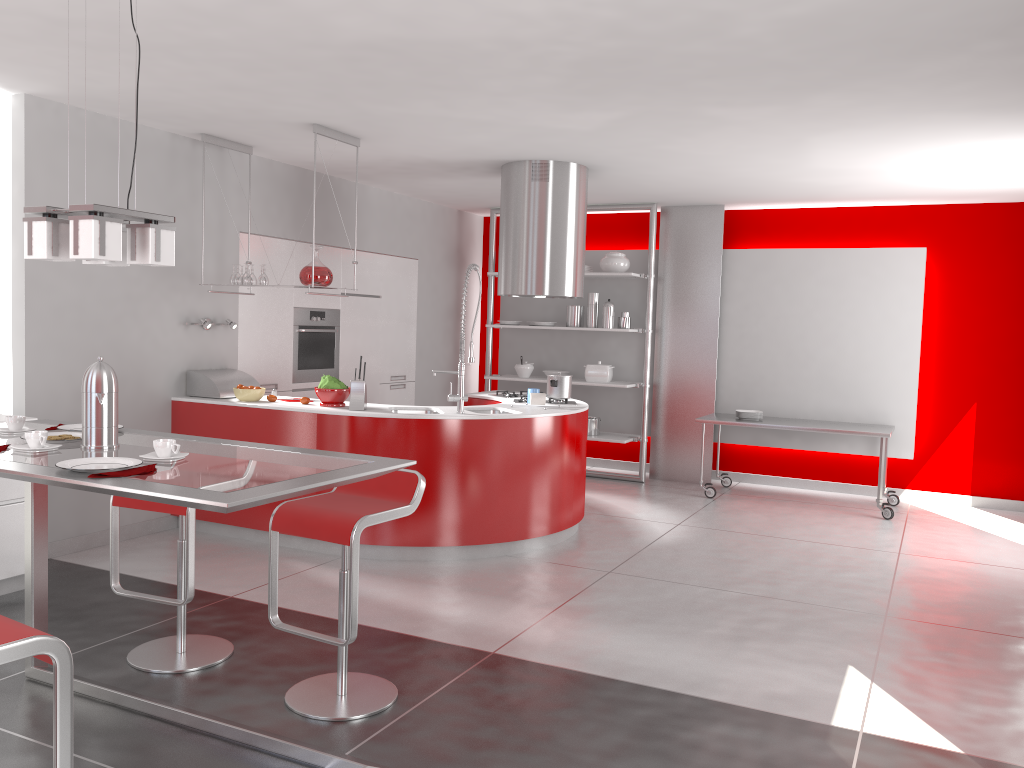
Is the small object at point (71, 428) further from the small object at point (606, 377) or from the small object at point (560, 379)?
the small object at point (606, 377)

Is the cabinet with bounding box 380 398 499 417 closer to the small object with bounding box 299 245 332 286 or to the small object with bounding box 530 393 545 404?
the small object with bounding box 530 393 545 404

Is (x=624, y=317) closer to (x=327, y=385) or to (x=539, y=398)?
(x=539, y=398)

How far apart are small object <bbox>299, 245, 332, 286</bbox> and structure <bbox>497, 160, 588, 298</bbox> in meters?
1.4 m

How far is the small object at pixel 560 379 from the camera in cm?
632

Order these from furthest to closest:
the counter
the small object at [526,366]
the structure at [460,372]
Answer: the small object at [526,366]
the structure at [460,372]
the counter

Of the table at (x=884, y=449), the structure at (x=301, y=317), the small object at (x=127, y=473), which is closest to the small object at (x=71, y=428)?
the small object at (x=127, y=473)

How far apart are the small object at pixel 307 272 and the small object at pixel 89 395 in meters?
2.9

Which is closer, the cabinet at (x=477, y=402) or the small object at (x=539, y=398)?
the small object at (x=539, y=398)

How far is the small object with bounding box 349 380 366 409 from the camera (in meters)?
5.41
